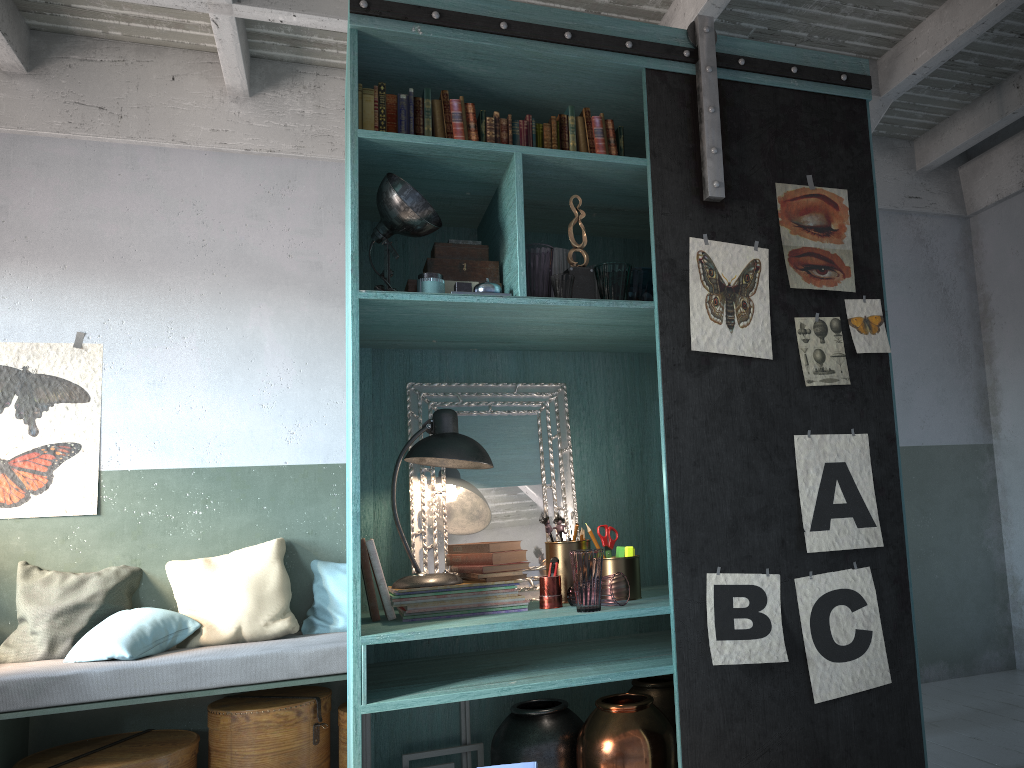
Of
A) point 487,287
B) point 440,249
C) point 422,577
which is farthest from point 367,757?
point 440,249

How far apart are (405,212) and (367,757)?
2.2 meters

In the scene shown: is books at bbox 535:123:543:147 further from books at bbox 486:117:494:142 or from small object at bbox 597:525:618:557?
small object at bbox 597:525:618:557

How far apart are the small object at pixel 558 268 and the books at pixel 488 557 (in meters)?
1.14

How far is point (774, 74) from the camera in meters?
3.5

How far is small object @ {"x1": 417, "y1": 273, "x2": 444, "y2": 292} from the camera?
3.3m

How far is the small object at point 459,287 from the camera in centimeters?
326cm

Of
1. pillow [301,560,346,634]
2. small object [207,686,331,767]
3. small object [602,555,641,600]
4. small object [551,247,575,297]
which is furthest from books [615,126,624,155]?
small object [207,686,331,767]

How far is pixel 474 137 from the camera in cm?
344

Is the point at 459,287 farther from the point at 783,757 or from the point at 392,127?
the point at 783,757
